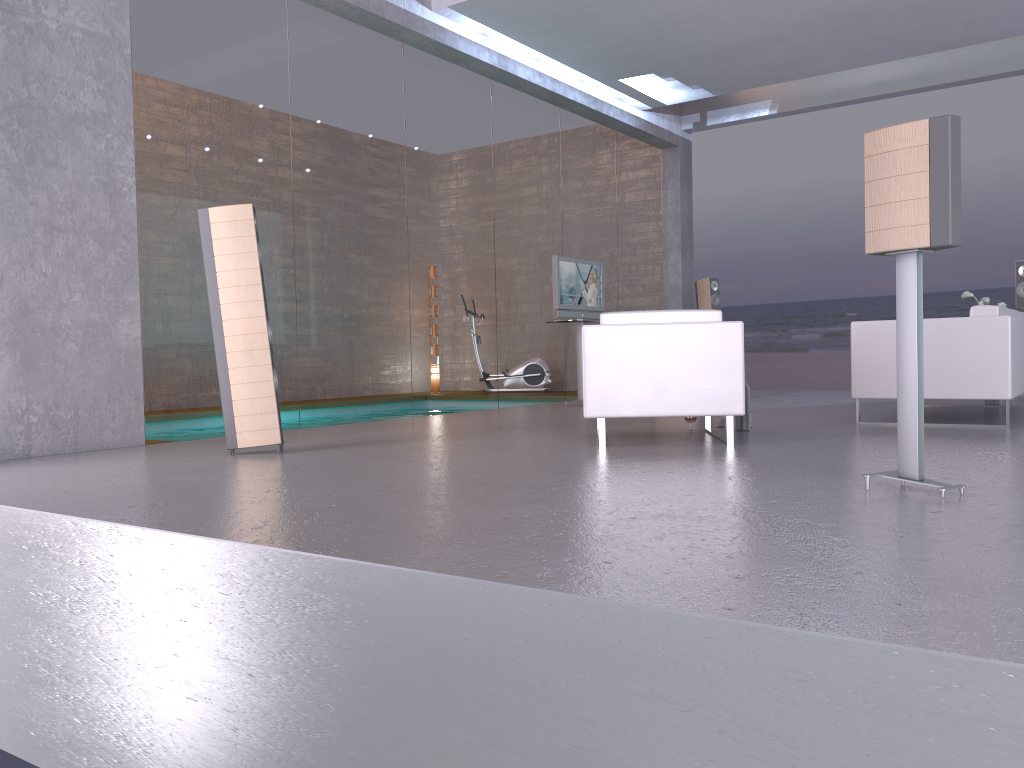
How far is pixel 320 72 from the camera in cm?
731

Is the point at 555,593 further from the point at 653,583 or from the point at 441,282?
the point at 441,282

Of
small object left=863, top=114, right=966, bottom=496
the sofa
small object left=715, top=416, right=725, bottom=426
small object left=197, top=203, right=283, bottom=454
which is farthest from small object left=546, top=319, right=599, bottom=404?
small object left=863, top=114, right=966, bottom=496

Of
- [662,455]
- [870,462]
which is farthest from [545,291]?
[870,462]

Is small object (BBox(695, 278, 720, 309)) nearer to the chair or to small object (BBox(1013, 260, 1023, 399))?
small object (BBox(1013, 260, 1023, 399))

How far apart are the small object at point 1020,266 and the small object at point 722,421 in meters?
4.2

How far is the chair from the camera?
5.14m

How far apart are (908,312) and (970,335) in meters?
3.0

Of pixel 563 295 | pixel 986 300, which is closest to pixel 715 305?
pixel 563 295

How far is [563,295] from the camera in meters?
9.3
